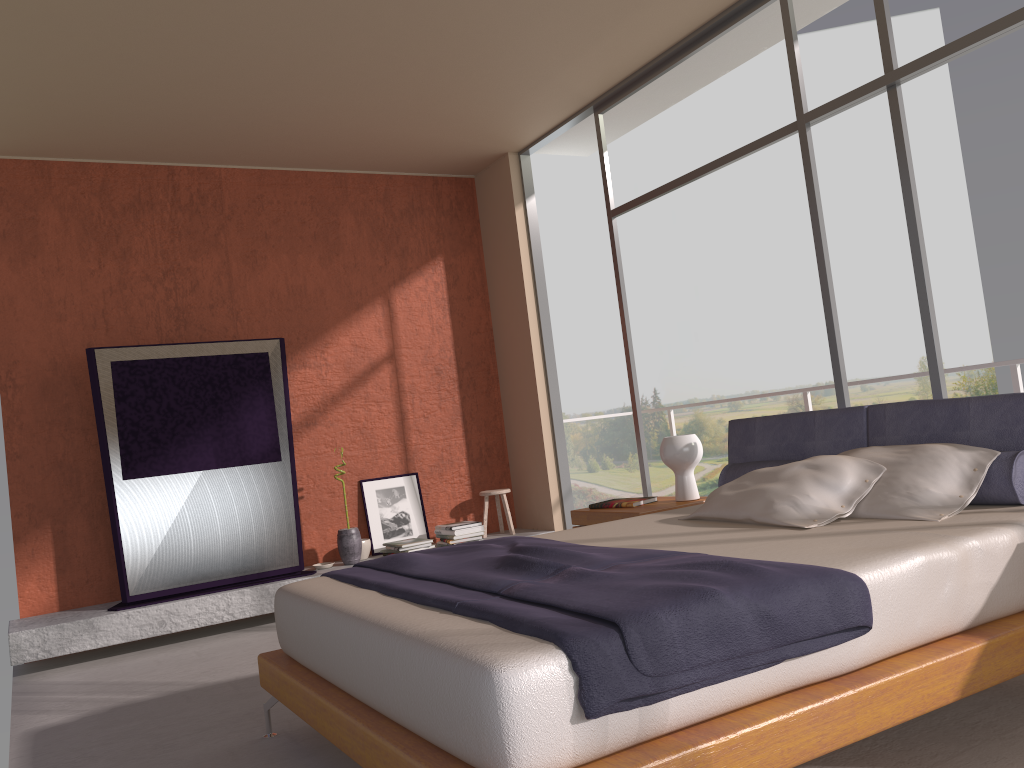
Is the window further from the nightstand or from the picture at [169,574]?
the picture at [169,574]

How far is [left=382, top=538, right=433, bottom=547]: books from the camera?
6.1m

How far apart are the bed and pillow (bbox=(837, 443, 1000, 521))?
0.0 meters

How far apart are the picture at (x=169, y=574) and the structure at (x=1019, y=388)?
3.36m

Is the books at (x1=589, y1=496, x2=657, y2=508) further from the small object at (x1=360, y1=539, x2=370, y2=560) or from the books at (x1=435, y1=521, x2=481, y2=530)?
the small object at (x1=360, y1=539, x2=370, y2=560)

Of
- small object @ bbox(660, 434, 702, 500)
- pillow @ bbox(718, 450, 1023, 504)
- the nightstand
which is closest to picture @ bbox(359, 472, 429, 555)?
the nightstand

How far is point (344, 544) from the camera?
6.0m

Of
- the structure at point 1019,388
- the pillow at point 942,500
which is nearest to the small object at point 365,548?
the structure at point 1019,388

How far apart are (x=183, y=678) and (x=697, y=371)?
19.8m

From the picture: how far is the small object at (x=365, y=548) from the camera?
6.2m
